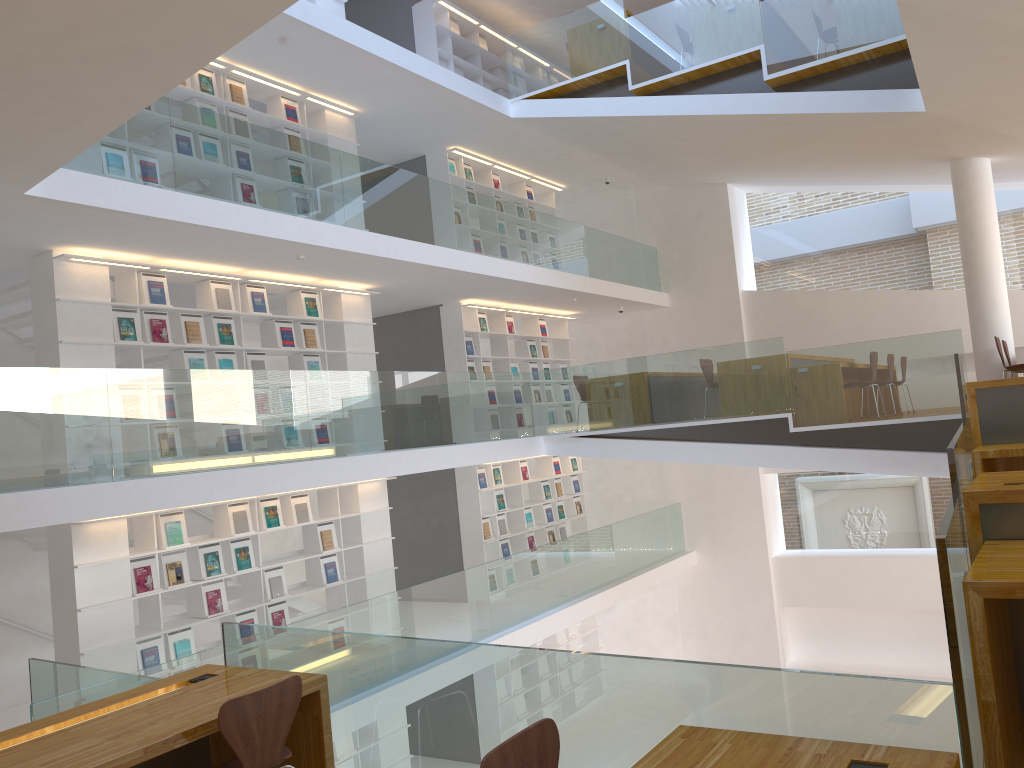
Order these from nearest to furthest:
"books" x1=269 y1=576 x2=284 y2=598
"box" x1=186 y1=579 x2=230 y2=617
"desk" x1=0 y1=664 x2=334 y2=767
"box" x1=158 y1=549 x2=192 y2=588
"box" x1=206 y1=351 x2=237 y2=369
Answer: "desk" x1=0 y1=664 x2=334 y2=767 → "box" x1=158 y1=549 x2=192 y2=588 → "box" x1=186 y1=579 x2=230 y2=617 → "box" x1=206 y1=351 x2=237 y2=369 → "books" x1=269 y1=576 x2=284 y2=598

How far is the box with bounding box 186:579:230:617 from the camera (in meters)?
7.71

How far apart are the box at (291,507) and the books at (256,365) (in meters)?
1.32

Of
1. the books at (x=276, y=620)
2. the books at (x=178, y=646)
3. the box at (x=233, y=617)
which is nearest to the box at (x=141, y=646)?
the books at (x=178, y=646)

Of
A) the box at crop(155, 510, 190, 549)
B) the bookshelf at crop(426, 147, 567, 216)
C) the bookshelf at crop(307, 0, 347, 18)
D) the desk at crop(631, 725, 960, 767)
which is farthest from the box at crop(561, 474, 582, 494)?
the desk at crop(631, 725, 960, 767)

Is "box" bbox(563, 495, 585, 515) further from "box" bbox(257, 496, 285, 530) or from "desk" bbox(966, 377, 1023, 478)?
"desk" bbox(966, 377, 1023, 478)

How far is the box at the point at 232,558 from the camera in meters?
8.0 m

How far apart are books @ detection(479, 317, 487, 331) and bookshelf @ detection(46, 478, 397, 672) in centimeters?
303cm

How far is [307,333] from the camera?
9.09m

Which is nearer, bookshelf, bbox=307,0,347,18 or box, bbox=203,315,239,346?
box, bbox=203,315,239,346
